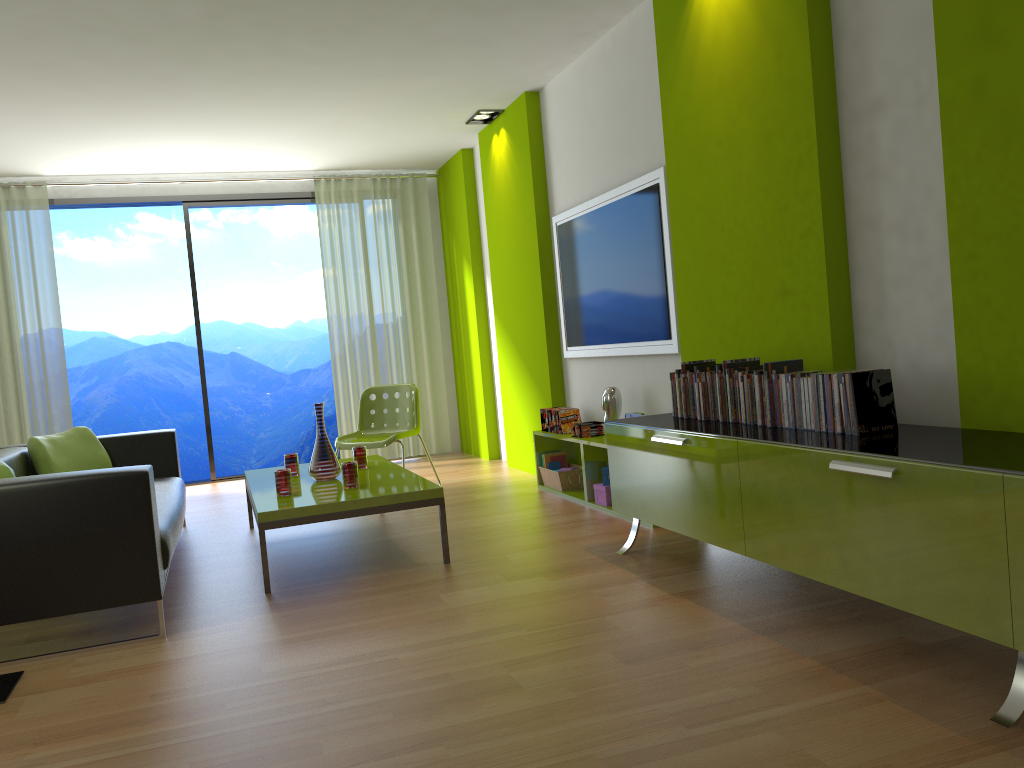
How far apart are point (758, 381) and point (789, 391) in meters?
0.2 m

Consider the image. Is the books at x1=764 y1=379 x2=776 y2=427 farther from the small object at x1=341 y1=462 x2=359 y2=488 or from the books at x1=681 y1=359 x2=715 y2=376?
the small object at x1=341 y1=462 x2=359 y2=488

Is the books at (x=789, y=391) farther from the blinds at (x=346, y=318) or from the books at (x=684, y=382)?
the blinds at (x=346, y=318)

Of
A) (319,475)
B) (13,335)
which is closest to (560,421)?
(319,475)

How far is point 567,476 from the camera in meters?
5.5

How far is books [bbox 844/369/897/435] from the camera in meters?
2.7

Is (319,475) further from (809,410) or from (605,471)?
(809,410)

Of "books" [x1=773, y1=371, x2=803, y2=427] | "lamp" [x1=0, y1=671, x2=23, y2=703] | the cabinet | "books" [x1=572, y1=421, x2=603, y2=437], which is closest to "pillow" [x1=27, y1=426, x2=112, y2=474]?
"lamp" [x1=0, y1=671, x2=23, y2=703]

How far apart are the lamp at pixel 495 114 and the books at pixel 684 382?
Answer: 3.4m

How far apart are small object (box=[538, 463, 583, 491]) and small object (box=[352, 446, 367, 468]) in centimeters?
126cm
